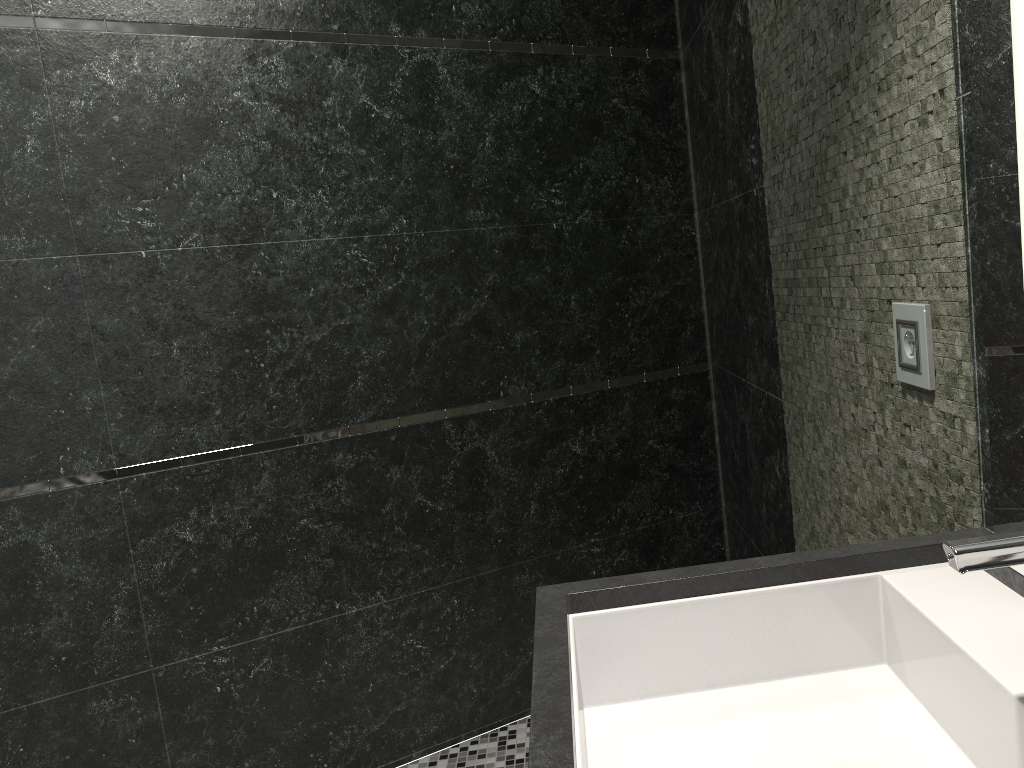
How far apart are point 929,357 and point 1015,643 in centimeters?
48cm

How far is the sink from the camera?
0.9 meters

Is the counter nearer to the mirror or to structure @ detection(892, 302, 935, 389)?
the mirror

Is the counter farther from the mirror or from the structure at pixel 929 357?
the structure at pixel 929 357

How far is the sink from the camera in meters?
0.9 m

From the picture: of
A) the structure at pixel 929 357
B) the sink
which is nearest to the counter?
the sink

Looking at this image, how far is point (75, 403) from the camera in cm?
236

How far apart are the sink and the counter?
0.0m

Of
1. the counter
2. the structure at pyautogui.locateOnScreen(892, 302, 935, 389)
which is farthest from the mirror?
the structure at pyautogui.locateOnScreen(892, 302, 935, 389)

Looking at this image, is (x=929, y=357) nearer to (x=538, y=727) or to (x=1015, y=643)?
(x=1015, y=643)
